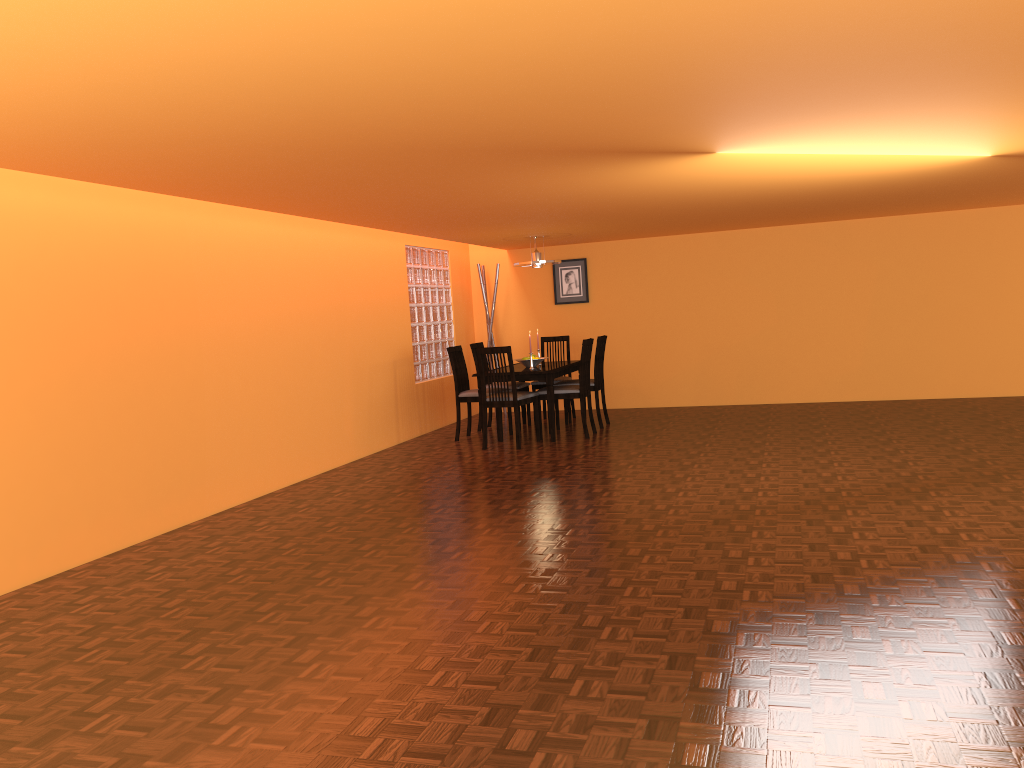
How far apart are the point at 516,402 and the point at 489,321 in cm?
246

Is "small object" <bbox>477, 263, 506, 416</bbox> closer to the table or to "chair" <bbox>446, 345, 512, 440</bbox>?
the table

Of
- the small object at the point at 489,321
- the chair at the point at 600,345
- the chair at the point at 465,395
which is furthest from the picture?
the chair at the point at 465,395

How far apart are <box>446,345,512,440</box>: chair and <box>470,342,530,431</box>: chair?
0.3m

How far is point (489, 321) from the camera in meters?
9.1

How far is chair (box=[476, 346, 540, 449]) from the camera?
6.83m

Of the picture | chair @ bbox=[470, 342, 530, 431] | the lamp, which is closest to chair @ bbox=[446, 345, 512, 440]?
chair @ bbox=[470, 342, 530, 431]

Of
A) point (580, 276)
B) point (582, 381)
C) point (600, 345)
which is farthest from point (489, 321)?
point (582, 381)

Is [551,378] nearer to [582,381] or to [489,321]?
[582,381]

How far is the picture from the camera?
9.1 meters
